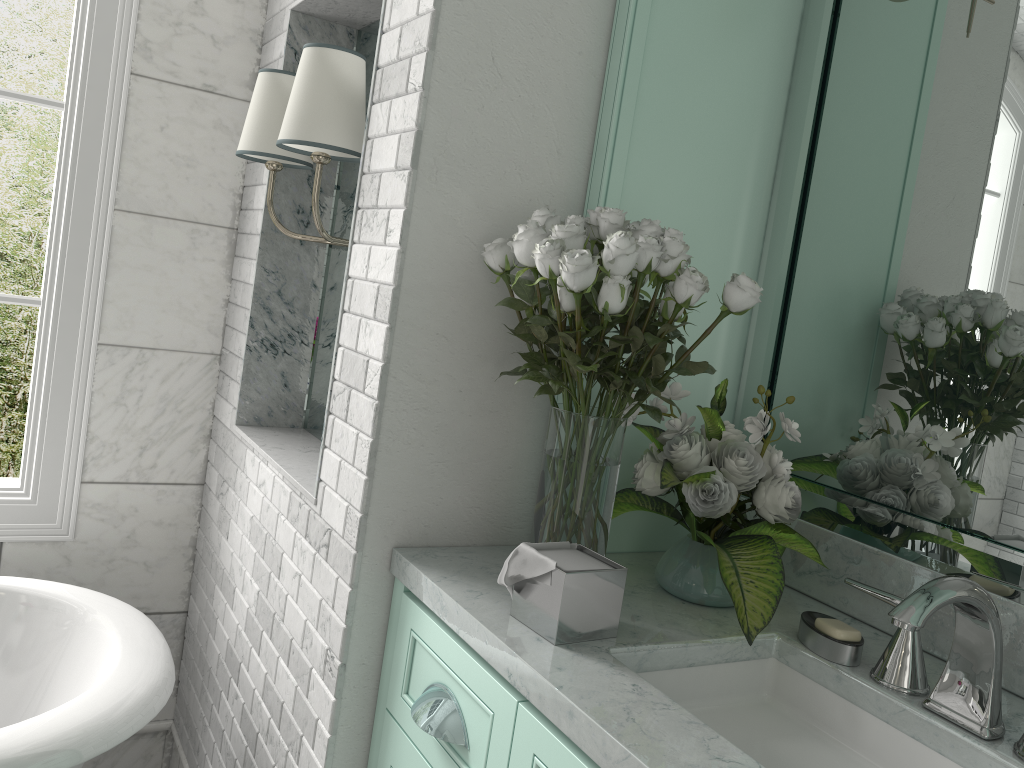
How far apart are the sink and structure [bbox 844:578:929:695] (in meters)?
0.05

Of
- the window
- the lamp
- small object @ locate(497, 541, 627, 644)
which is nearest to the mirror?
small object @ locate(497, 541, 627, 644)

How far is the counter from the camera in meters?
1.1 m

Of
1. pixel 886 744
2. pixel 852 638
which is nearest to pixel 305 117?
pixel 852 638

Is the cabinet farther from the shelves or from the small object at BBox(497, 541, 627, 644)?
the shelves

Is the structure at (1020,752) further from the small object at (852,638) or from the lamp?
A: the lamp

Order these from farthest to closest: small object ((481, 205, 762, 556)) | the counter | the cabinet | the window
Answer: the window < small object ((481, 205, 762, 556)) < the cabinet < the counter

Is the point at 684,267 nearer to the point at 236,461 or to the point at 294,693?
the point at 294,693

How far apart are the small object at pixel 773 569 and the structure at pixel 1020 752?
0.4m

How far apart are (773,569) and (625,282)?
0.5 meters
